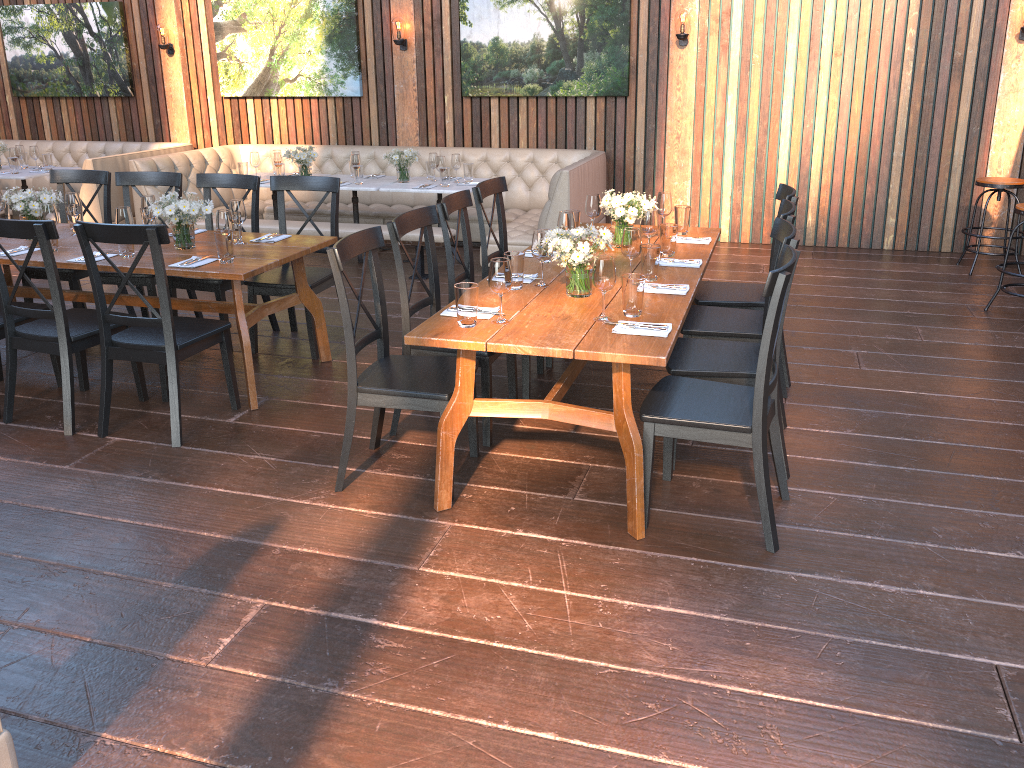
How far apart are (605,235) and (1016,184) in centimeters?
479cm

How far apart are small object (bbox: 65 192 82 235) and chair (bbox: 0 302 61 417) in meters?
0.7

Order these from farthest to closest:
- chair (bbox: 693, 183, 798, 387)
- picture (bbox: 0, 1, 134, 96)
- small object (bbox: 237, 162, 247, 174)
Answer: picture (bbox: 0, 1, 134, 96) < small object (bbox: 237, 162, 247, 174) < chair (bbox: 693, 183, 798, 387)

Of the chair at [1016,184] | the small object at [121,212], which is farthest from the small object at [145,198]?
the chair at [1016,184]

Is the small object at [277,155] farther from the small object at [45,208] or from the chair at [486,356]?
the chair at [486,356]

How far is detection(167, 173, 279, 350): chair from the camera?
5.3m

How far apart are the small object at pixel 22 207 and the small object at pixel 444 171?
3.1m

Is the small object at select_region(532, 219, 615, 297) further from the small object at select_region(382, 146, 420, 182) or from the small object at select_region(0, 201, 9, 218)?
the small object at select_region(382, 146, 420, 182)

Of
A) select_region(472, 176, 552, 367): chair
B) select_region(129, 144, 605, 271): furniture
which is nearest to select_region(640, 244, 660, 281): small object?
select_region(472, 176, 552, 367): chair

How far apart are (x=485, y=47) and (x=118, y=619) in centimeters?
681cm
